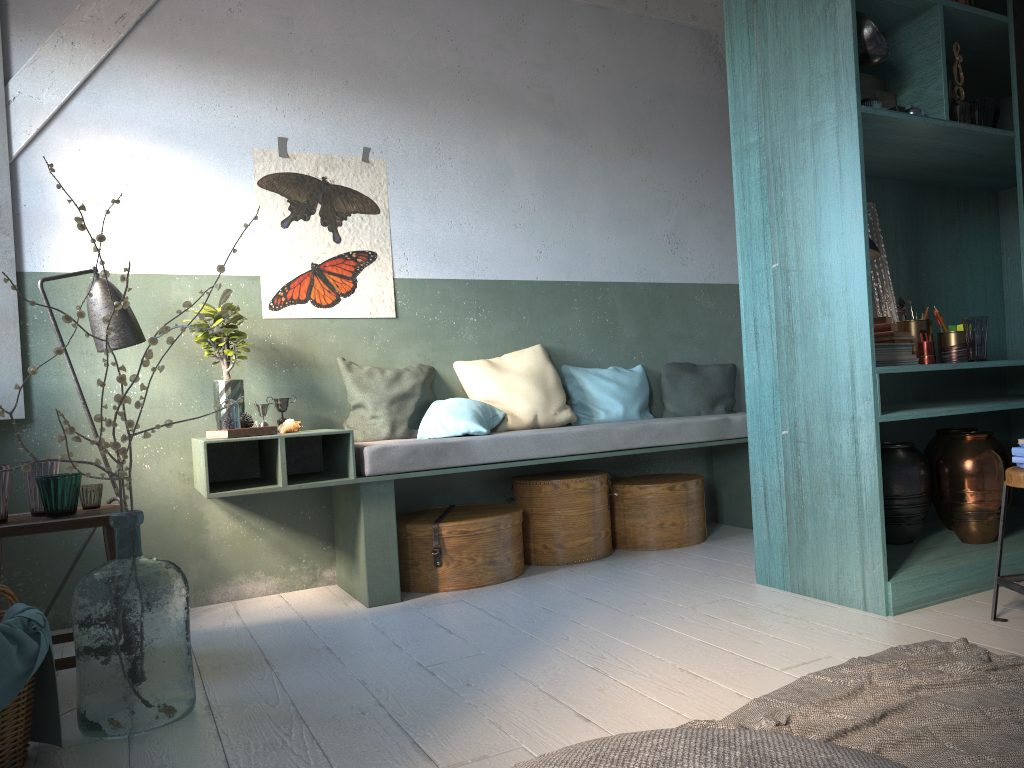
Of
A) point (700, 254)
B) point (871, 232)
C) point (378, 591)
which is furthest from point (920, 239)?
point (378, 591)

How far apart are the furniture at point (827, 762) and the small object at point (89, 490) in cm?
298

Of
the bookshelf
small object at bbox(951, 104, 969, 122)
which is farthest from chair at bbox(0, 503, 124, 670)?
small object at bbox(951, 104, 969, 122)

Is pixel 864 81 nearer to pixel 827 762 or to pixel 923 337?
pixel 923 337

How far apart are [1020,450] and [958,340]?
1.1 meters

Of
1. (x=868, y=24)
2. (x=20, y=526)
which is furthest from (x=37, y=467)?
(x=868, y=24)

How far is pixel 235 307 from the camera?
4.9m

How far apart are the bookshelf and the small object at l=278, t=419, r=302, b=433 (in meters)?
2.43

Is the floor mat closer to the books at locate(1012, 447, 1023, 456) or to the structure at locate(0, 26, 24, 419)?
the books at locate(1012, 447, 1023, 456)

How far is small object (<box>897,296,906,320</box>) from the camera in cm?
435
